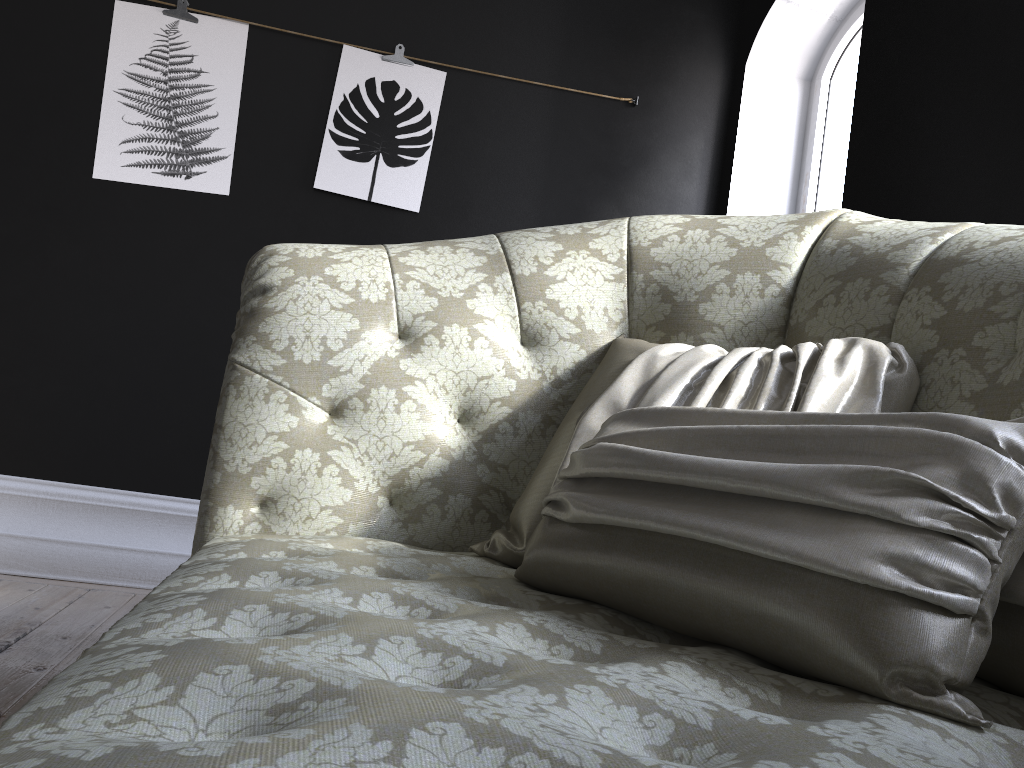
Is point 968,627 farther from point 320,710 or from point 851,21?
point 851,21

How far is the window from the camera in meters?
3.5

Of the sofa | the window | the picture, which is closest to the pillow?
the sofa

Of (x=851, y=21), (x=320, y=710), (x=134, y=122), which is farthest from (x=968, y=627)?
(x=851, y=21)

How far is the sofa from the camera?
0.44m

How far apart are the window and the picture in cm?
153

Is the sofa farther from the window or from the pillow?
the window

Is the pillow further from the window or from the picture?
the window

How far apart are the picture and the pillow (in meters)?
2.11

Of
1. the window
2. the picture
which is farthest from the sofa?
the window
